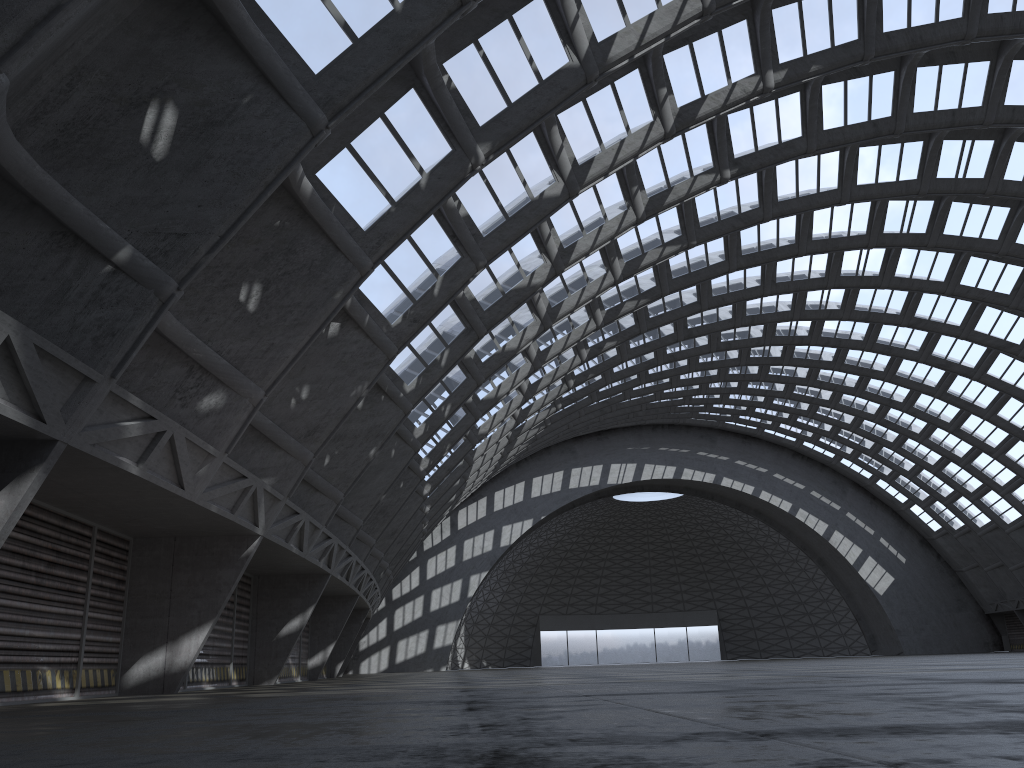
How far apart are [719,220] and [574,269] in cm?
542
